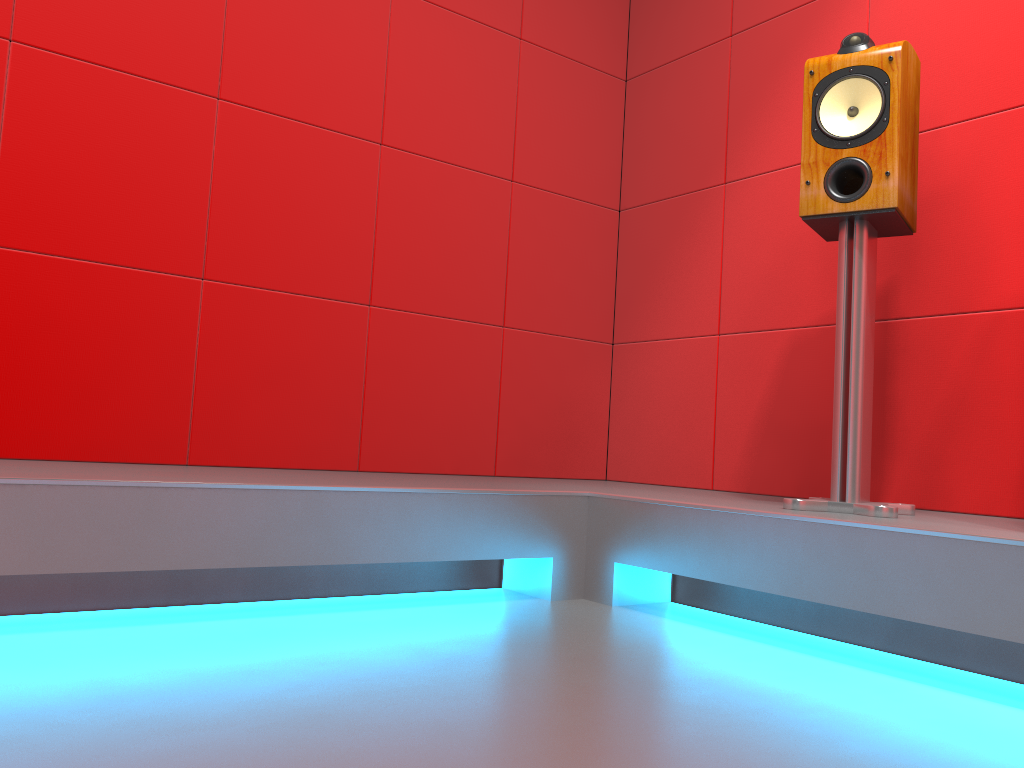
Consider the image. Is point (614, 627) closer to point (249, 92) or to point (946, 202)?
point (946, 202)

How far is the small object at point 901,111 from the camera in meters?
1.9

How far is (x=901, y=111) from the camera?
1.9m

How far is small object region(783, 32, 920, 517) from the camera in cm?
187
